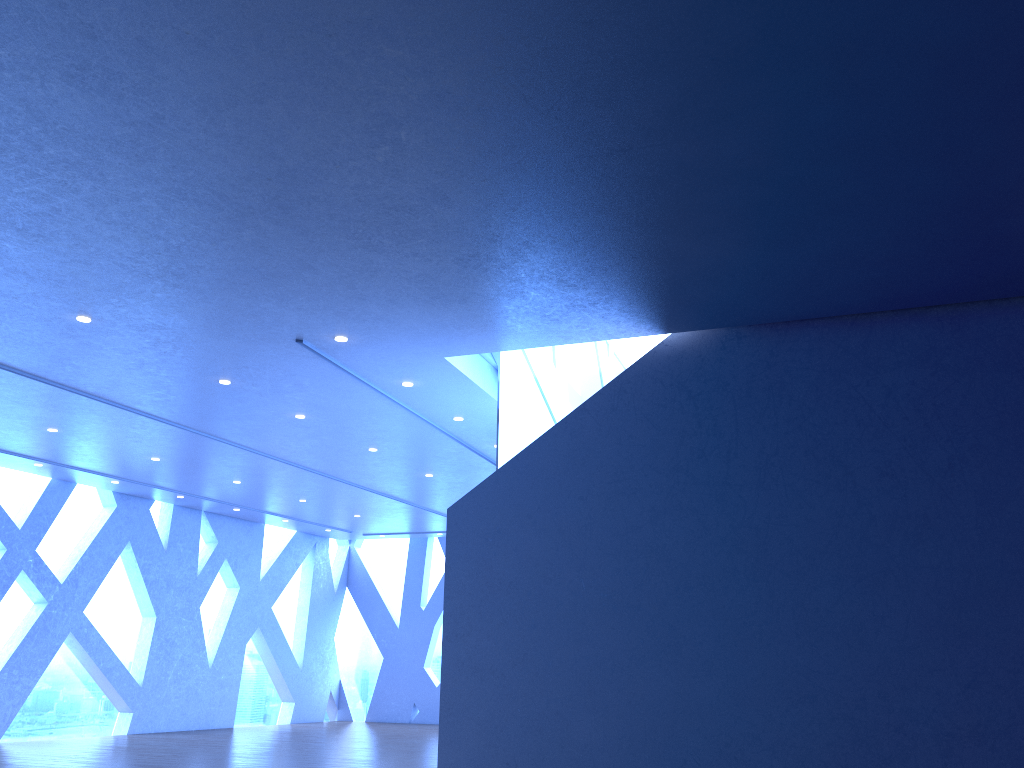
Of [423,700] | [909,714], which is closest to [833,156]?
[909,714]

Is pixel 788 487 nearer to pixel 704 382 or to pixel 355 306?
pixel 704 382

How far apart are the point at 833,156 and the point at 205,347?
5.6m
